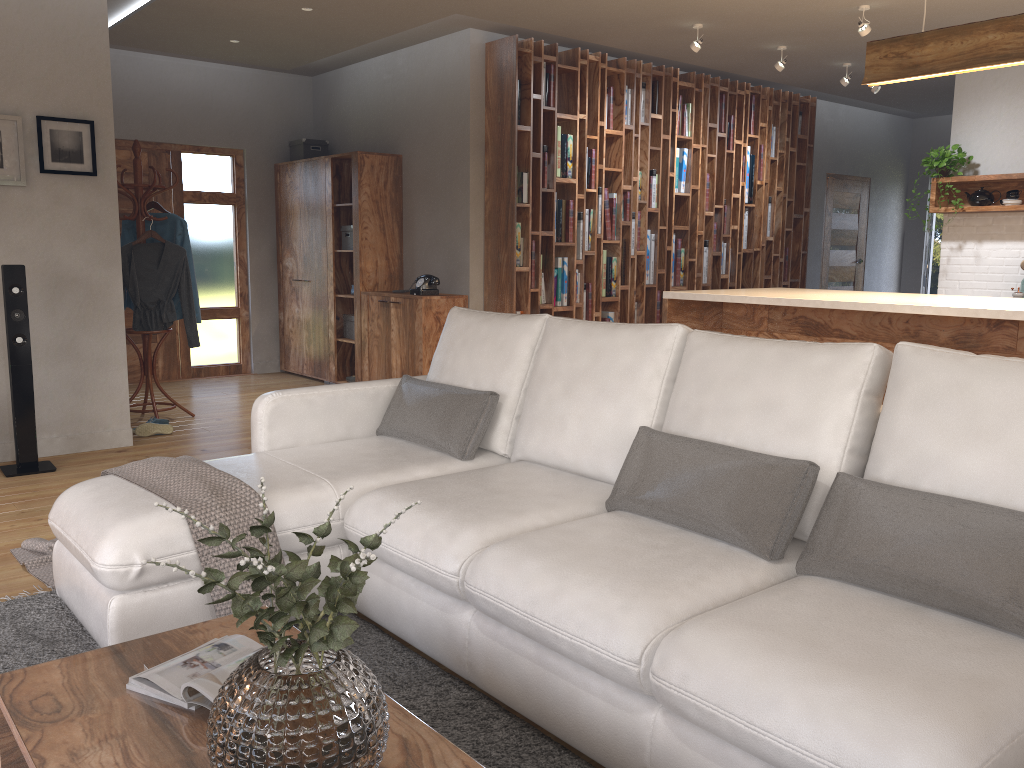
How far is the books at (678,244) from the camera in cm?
773

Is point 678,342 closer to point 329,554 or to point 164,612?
point 329,554

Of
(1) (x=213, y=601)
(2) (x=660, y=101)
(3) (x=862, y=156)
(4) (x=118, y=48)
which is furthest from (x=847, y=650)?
(3) (x=862, y=156)

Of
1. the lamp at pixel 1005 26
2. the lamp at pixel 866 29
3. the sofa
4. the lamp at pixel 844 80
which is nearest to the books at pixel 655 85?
the lamp at pixel 844 80

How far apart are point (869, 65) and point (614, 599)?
3.58m

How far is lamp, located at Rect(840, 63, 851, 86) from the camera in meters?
7.3 m

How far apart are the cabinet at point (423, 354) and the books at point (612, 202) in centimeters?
146cm

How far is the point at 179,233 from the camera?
6.1 meters

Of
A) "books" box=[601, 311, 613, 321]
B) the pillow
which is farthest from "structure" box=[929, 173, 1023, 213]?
the pillow

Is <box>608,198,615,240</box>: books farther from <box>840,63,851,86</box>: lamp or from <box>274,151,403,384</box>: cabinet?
<box>840,63,851,86</box>: lamp
